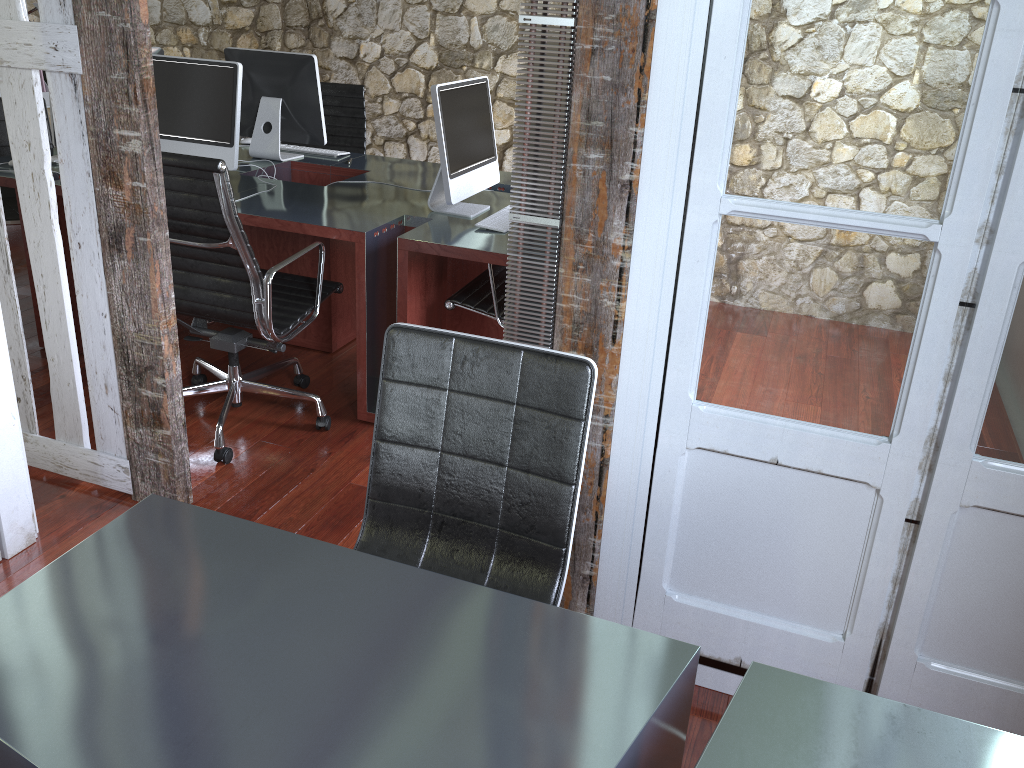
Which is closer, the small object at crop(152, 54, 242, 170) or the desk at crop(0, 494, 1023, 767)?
the desk at crop(0, 494, 1023, 767)

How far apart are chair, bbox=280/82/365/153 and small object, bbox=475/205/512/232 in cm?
161

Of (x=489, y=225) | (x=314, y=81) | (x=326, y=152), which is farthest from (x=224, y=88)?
(x=489, y=225)

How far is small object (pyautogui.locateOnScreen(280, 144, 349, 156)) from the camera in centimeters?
424cm

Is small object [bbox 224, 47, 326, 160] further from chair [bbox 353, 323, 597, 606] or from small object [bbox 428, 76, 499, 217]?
chair [bbox 353, 323, 597, 606]

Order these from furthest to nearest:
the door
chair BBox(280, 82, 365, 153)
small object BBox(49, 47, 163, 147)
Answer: chair BBox(280, 82, 365, 153)
small object BBox(49, 47, 163, 147)
the door

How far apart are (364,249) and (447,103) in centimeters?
59cm

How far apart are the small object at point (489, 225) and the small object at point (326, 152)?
1.3 meters

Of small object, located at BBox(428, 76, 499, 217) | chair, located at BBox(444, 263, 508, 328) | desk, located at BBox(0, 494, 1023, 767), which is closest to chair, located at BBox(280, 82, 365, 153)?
small object, located at BBox(428, 76, 499, 217)

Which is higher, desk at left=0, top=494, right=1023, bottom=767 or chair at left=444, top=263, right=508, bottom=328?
desk at left=0, top=494, right=1023, bottom=767
